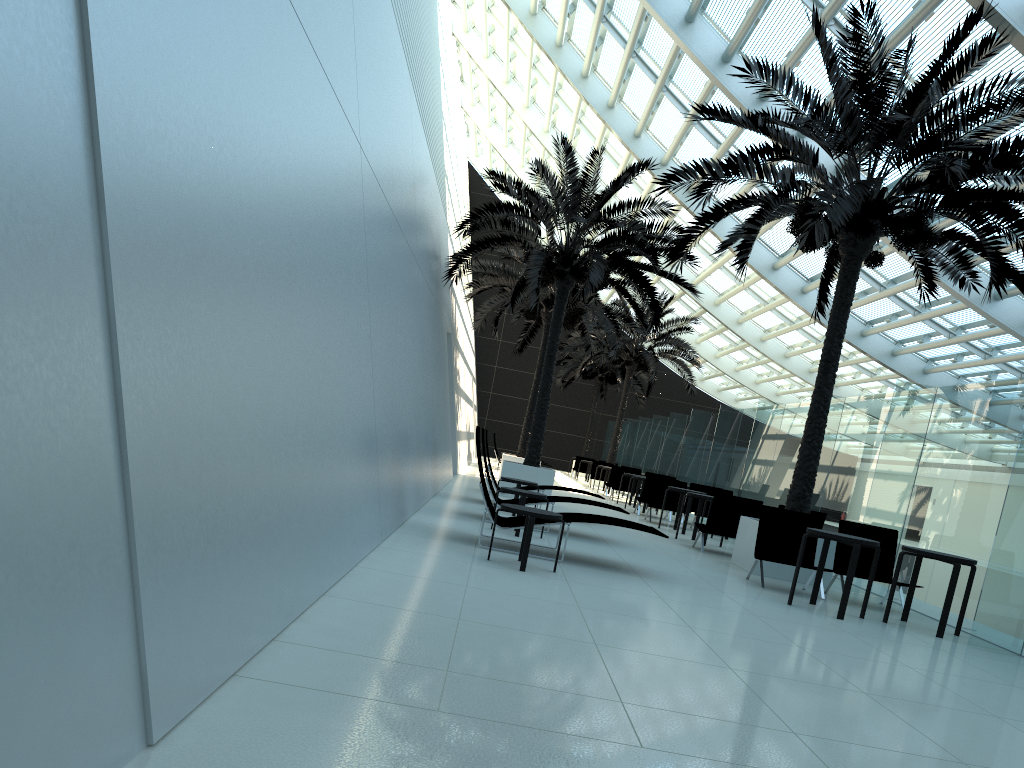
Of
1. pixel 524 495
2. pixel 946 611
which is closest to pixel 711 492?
pixel 524 495

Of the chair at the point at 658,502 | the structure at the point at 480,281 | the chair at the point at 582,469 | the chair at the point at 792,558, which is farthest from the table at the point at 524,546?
the chair at the point at 582,469

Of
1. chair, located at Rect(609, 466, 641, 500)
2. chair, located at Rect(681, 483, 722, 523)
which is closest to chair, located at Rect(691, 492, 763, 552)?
chair, located at Rect(681, 483, 722, 523)

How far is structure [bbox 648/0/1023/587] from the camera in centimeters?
975cm

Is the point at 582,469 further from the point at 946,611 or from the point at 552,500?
the point at 946,611

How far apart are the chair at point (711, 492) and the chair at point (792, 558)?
7.2m

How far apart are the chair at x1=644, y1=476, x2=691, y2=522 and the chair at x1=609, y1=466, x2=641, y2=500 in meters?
5.6 m

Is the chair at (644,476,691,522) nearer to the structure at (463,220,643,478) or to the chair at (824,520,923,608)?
the structure at (463,220,643,478)

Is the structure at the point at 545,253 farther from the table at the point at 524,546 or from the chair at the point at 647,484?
the table at the point at 524,546

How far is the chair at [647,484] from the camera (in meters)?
18.14
